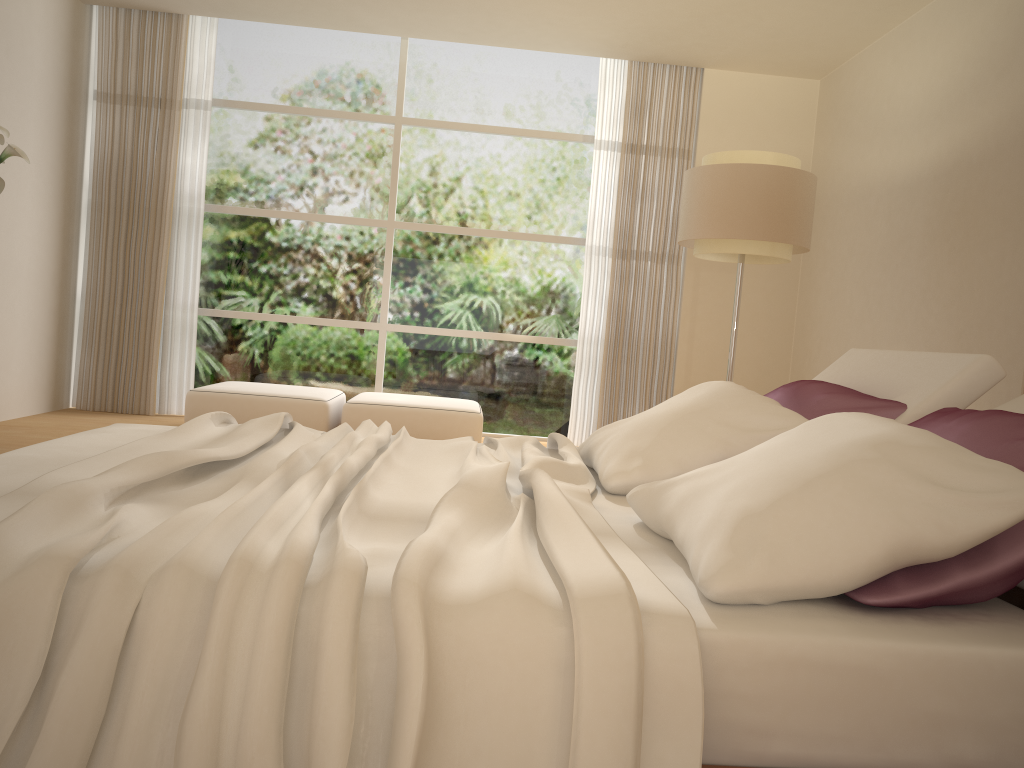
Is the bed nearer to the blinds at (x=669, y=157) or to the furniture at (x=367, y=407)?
the furniture at (x=367, y=407)

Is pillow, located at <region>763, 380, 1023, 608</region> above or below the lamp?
below

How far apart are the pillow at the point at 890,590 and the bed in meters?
0.0

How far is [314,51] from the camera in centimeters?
718cm

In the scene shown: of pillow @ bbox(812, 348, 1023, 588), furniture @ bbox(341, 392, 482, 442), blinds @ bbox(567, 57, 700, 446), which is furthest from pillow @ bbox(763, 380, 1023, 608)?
blinds @ bbox(567, 57, 700, 446)

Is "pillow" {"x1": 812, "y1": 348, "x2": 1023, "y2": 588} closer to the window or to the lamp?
the lamp

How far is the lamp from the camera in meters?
4.9 m

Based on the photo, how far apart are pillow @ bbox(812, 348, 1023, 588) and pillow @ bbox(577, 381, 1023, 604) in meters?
0.3

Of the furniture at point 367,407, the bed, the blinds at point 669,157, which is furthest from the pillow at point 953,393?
the blinds at point 669,157

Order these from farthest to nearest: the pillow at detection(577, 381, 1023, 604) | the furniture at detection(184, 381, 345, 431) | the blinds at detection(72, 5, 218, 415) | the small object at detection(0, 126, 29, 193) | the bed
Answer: the blinds at detection(72, 5, 218, 415) < the furniture at detection(184, 381, 345, 431) < the small object at detection(0, 126, 29, 193) < the pillow at detection(577, 381, 1023, 604) < the bed
